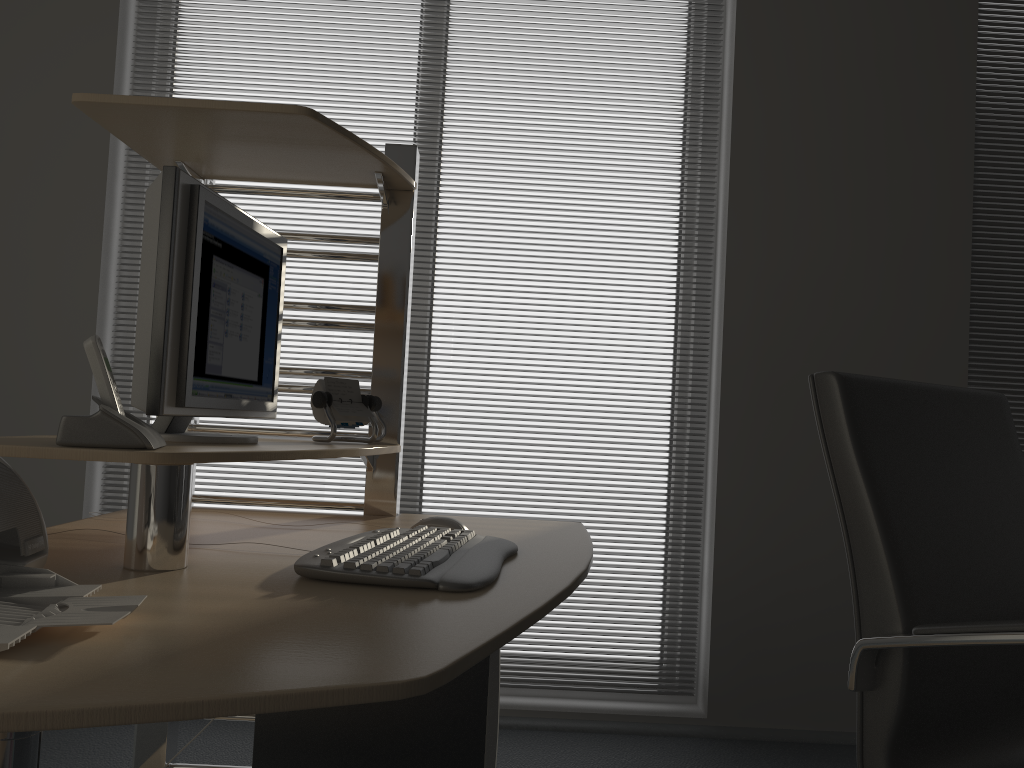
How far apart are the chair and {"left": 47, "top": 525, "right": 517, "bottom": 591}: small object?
0.5 meters

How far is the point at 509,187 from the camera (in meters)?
3.05

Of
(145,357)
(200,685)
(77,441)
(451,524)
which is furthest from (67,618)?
(451,524)

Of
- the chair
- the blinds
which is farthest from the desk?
the blinds

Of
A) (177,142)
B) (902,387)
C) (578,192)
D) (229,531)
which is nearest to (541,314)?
(578,192)

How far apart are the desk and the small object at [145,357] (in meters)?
0.02

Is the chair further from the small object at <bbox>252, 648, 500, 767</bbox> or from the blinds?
the blinds

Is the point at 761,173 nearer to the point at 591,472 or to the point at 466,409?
the point at 591,472

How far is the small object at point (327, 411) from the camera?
1.8m

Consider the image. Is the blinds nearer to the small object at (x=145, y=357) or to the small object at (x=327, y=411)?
the small object at (x=327, y=411)
